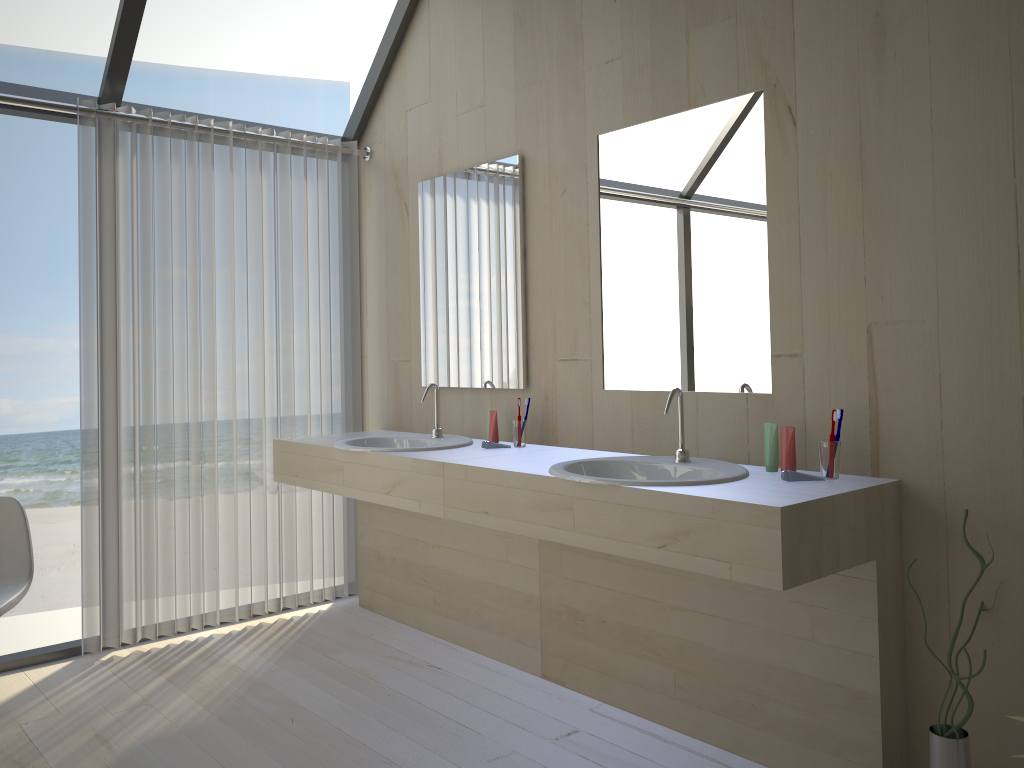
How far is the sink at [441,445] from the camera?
3.19m

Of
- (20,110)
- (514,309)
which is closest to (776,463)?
(514,309)

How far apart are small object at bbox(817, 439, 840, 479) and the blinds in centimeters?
233cm

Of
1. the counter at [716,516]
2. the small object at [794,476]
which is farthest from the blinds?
the small object at [794,476]

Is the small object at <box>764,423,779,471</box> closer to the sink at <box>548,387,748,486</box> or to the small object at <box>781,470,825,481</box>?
the sink at <box>548,387,748,486</box>

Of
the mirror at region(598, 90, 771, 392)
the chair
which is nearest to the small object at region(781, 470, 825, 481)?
the mirror at region(598, 90, 771, 392)

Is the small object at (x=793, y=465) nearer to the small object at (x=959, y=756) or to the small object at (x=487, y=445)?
the small object at (x=959, y=756)

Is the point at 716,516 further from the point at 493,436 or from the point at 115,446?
the point at 115,446

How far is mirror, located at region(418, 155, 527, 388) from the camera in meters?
3.3 m

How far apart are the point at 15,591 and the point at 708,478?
2.19m
